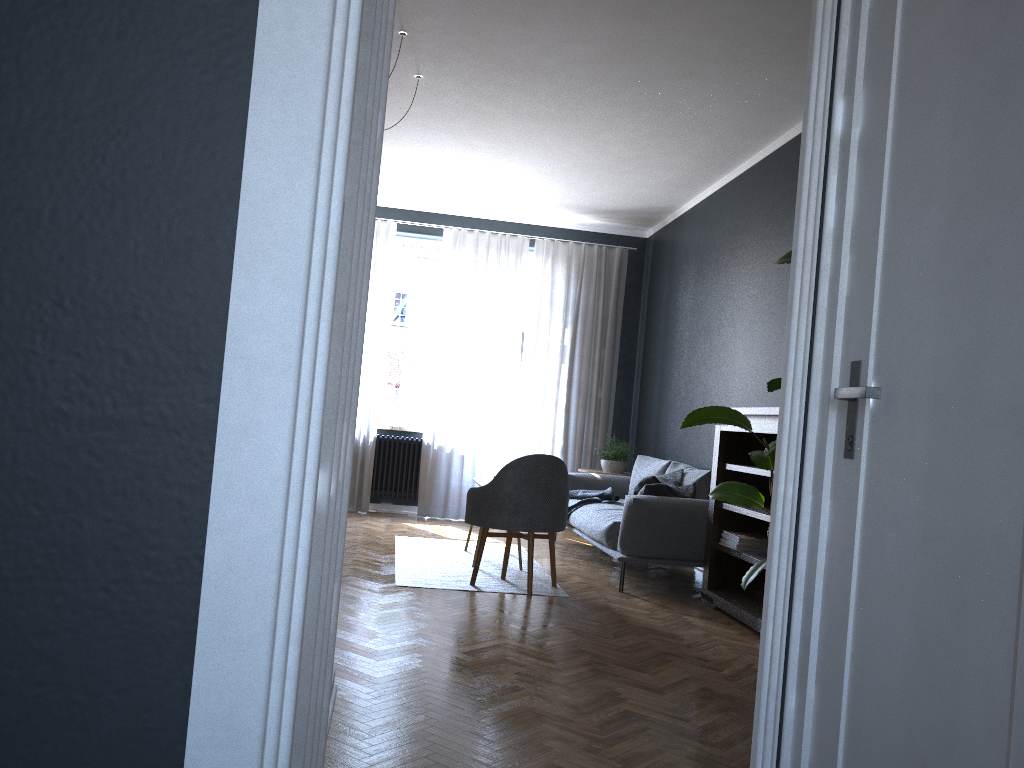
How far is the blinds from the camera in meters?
8.4

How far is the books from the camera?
5.02m

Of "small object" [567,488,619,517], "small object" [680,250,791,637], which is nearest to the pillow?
"small object" [567,488,619,517]

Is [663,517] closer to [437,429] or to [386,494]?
[437,429]

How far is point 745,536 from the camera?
5.0m

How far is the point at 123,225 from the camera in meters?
1.0

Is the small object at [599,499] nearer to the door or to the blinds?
the blinds

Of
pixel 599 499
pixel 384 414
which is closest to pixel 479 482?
pixel 599 499

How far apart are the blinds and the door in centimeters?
651cm

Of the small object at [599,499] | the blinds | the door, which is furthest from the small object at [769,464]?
the blinds
